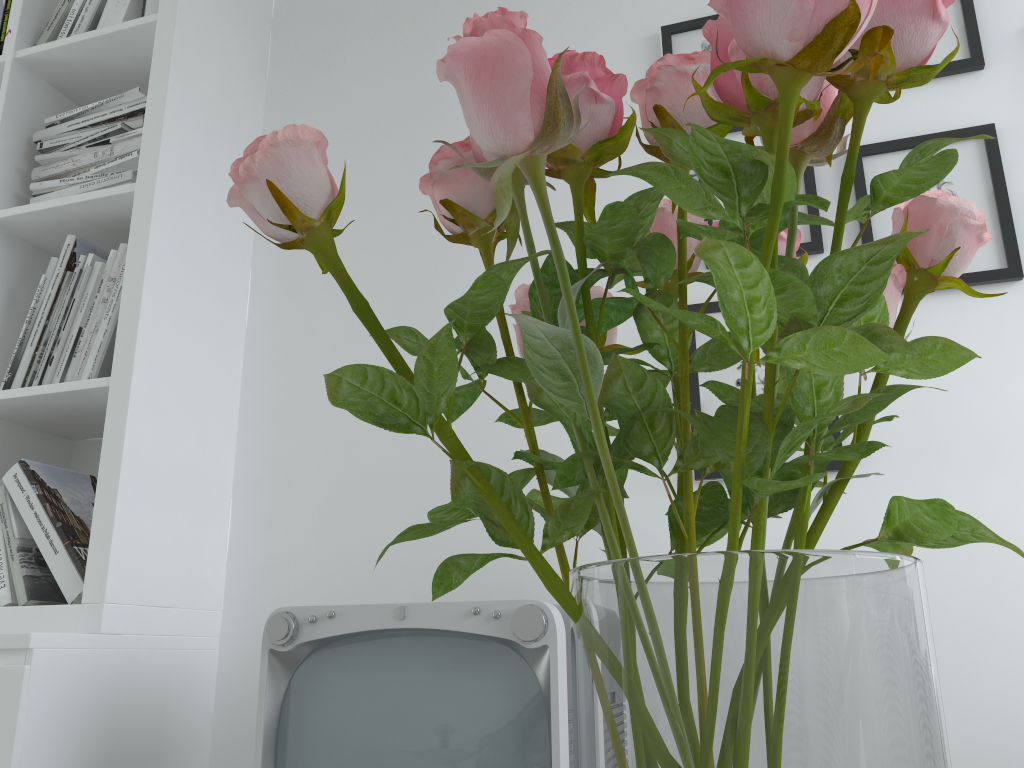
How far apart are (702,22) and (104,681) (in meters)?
1.55

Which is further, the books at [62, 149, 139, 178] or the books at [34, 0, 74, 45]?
the books at [34, 0, 74, 45]

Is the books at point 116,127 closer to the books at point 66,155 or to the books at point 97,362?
the books at point 66,155

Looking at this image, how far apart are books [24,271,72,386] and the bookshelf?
0.0 meters

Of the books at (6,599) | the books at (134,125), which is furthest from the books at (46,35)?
the books at (6,599)

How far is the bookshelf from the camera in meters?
1.4

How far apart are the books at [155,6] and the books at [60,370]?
0.54m

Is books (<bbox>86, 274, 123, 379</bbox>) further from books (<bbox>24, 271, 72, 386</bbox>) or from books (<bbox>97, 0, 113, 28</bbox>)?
books (<bbox>97, 0, 113, 28</bbox>)

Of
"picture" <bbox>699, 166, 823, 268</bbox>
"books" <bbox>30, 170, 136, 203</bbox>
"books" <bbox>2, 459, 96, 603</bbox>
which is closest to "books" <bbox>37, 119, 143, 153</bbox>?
"books" <bbox>30, 170, 136, 203</bbox>

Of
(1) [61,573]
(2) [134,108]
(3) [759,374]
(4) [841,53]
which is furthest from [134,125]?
(4) [841,53]
